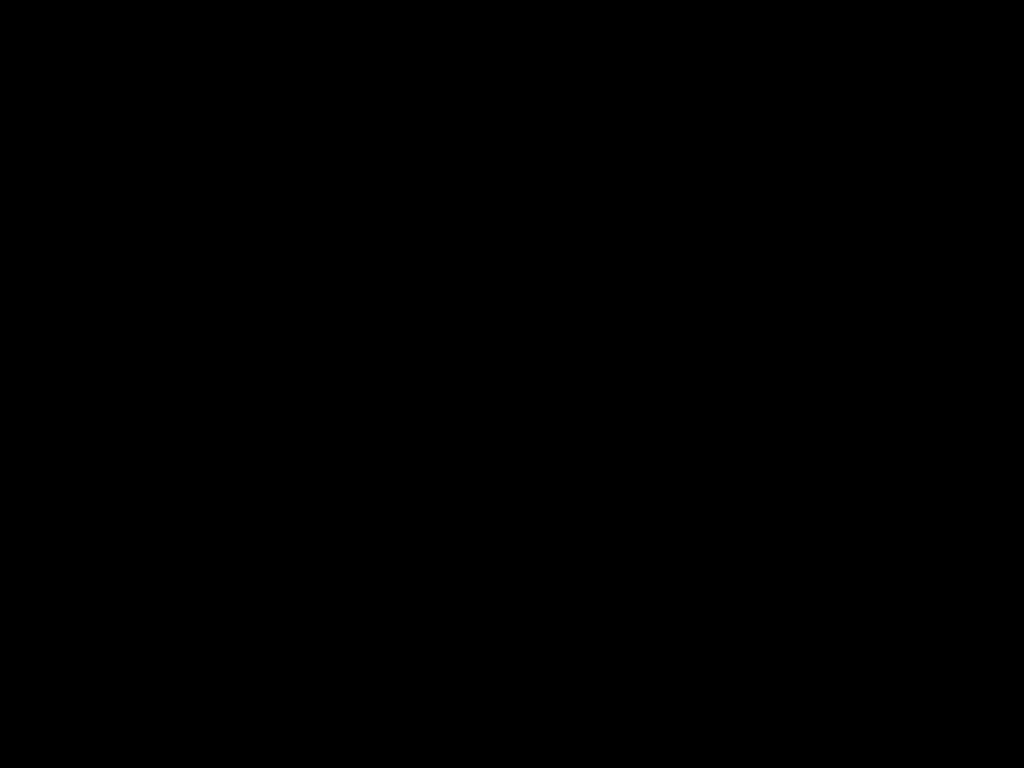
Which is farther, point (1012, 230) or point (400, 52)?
point (1012, 230)

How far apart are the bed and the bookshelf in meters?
0.0 m

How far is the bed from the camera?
0.3m

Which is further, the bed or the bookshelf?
the bookshelf

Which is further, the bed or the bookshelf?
the bookshelf

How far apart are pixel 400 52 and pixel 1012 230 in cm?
202

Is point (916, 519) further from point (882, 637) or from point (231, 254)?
point (231, 254)

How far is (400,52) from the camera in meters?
0.3

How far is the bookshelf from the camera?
1.94m

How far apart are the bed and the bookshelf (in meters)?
0.02
